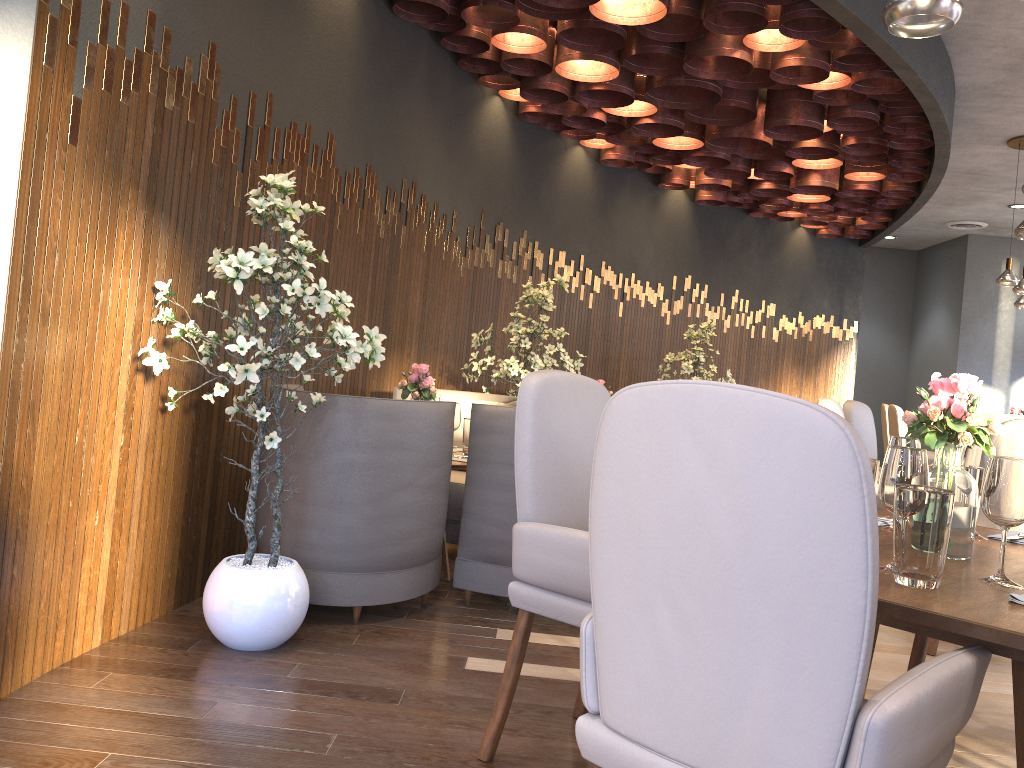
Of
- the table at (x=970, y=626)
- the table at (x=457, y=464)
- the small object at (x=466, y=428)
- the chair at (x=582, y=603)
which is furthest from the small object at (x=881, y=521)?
the small object at (x=466, y=428)

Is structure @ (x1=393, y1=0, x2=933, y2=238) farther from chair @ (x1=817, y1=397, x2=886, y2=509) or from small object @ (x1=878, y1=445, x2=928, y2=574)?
A: small object @ (x1=878, y1=445, x2=928, y2=574)

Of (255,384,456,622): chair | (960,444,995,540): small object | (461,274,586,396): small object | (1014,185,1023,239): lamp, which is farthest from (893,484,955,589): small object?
(461,274,586,396): small object

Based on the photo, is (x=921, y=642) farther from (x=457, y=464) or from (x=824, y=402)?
(x=824, y=402)

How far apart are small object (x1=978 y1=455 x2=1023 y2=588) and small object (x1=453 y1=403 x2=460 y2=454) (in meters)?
2.65

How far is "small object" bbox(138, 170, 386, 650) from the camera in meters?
2.7

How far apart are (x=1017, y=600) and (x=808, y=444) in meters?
0.7 m

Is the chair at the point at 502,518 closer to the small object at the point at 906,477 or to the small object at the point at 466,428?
the small object at the point at 466,428

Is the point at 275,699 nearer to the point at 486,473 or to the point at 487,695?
the point at 487,695

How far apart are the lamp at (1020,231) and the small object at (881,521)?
2.6 meters
